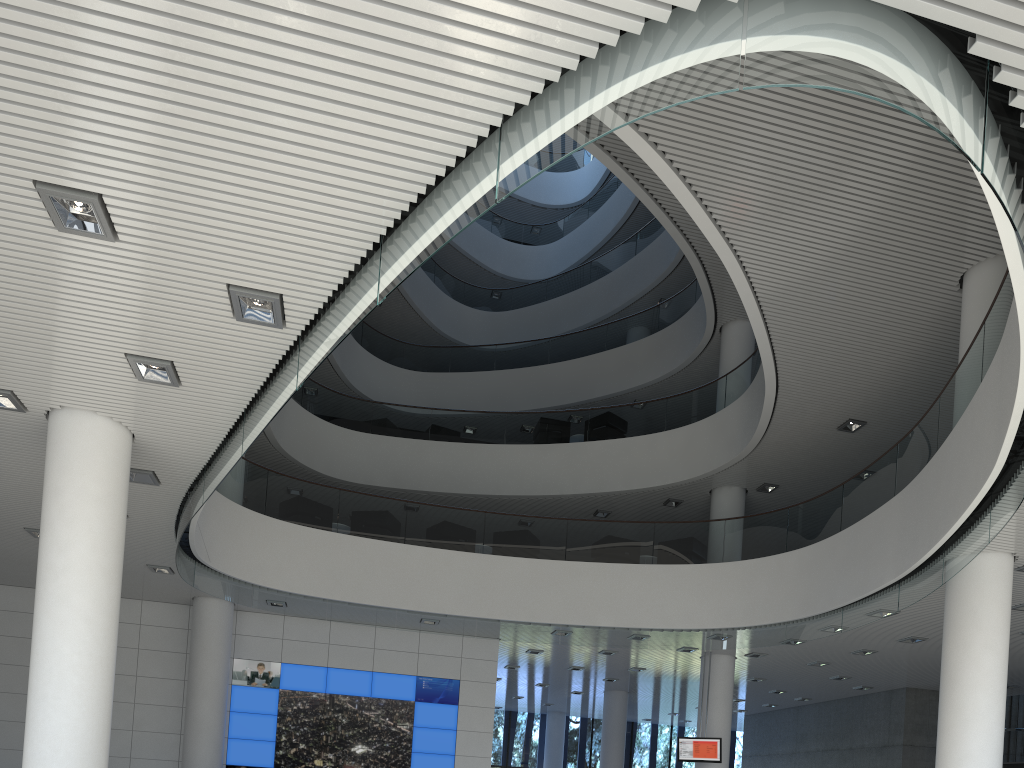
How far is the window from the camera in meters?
17.1 m

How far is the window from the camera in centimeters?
1705cm
